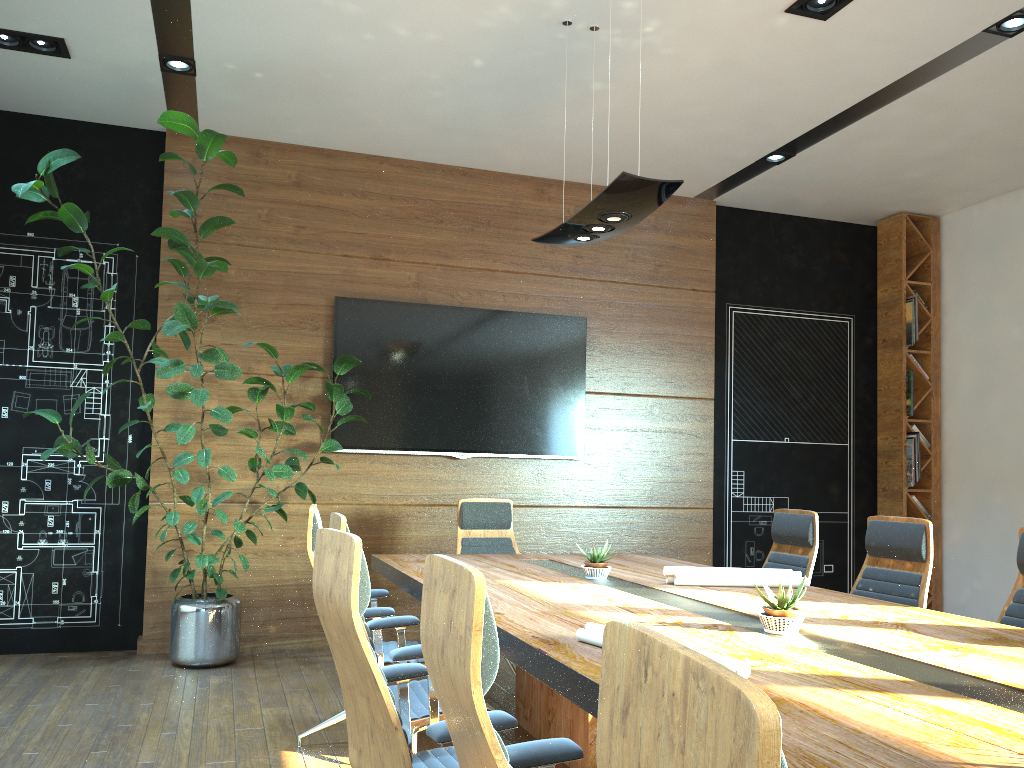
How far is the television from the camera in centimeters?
664cm

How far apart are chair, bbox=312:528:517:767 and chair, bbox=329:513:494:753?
0.3 meters

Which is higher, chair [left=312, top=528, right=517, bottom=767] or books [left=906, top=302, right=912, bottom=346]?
books [left=906, top=302, right=912, bottom=346]

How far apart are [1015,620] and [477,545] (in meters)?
3.22

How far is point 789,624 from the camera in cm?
279

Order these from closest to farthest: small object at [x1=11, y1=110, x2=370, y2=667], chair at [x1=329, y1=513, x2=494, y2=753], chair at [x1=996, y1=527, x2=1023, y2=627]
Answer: chair at [x1=329, y1=513, x2=494, y2=753], chair at [x1=996, y1=527, x2=1023, y2=627], small object at [x1=11, y1=110, x2=370, y2=667]

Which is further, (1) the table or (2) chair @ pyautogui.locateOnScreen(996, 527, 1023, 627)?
(2) chair @ pyautogui.locateOnScreen(996, 527, 1023, 627)

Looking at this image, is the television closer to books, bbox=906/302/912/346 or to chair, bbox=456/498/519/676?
chair, bbox=456/498/519/676

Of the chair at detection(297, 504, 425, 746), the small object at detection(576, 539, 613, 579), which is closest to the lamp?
the small object at detection(576, 539, 613, 579)

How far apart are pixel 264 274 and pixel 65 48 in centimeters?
194cm
